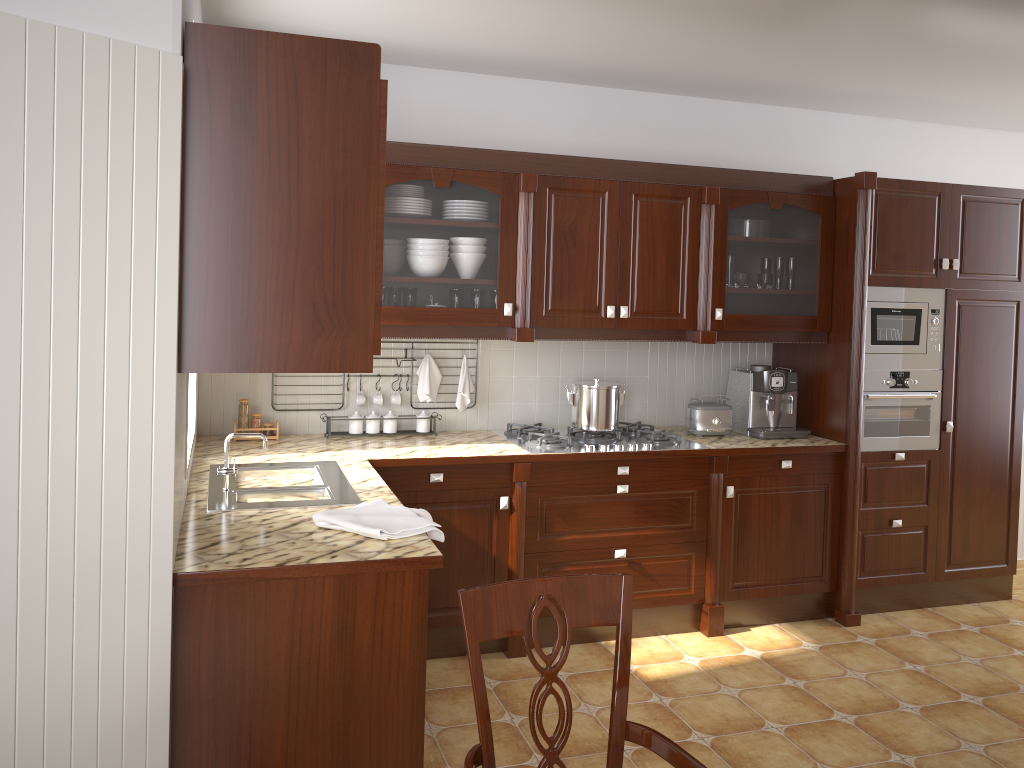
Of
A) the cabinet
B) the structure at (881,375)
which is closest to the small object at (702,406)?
the cabinet

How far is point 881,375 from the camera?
4.09m

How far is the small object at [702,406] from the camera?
4.1 meters

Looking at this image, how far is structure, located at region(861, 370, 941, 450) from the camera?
4.09m

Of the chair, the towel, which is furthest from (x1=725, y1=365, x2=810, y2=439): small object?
the chair

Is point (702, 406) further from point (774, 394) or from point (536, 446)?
point (536, 446)

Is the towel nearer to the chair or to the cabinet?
the cabinet

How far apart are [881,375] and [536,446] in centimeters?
168cm

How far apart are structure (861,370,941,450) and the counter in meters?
0.2 m

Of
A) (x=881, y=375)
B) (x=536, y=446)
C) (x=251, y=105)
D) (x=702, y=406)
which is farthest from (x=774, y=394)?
(x=251, y=105)
